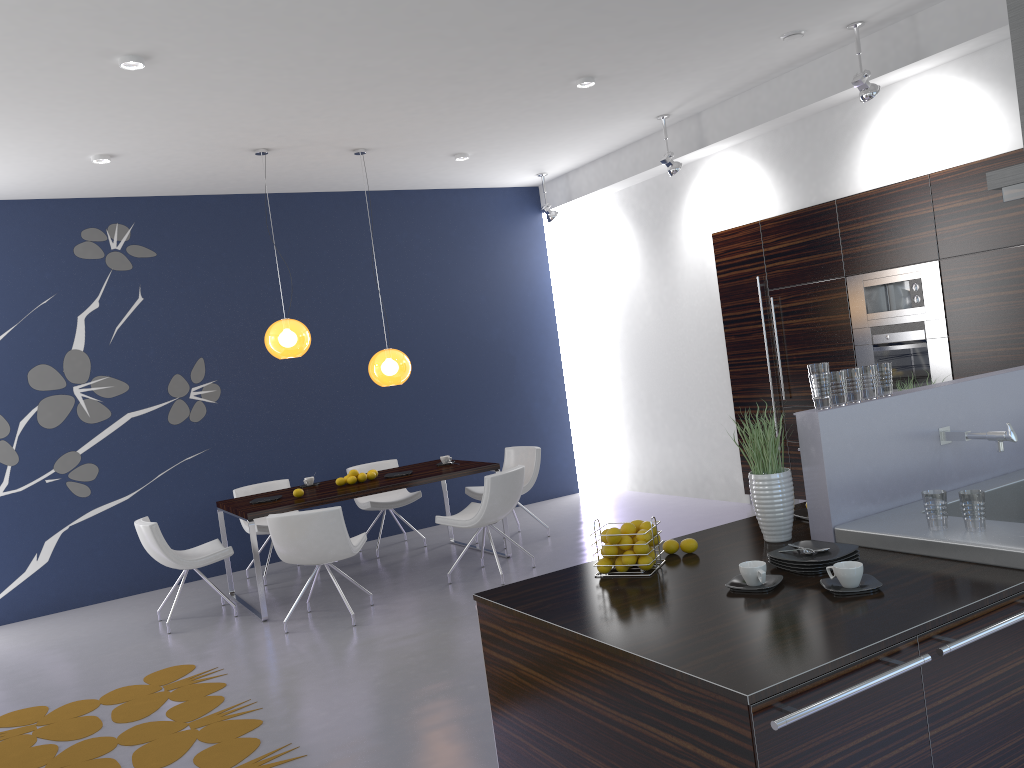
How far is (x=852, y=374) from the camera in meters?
3.1

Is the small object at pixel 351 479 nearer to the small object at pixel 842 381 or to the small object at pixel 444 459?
the small object at pixel 444 459

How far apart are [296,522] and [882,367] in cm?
390

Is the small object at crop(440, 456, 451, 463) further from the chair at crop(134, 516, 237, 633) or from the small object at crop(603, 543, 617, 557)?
the small object at crop(603, 543, 617, 557)

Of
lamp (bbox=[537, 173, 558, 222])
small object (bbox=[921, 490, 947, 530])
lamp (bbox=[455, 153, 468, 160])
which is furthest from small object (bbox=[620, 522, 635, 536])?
lamp (bbox=[537, 173, 558, 222])

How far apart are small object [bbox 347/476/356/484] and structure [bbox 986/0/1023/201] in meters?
5.0 m

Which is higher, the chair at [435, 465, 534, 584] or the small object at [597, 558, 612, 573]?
the small object at [597, 558, 612, 573]

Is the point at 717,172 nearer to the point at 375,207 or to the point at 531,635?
the point at 375,207

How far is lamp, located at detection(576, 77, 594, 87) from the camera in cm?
622

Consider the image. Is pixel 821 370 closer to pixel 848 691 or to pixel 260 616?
pixel 848 691
